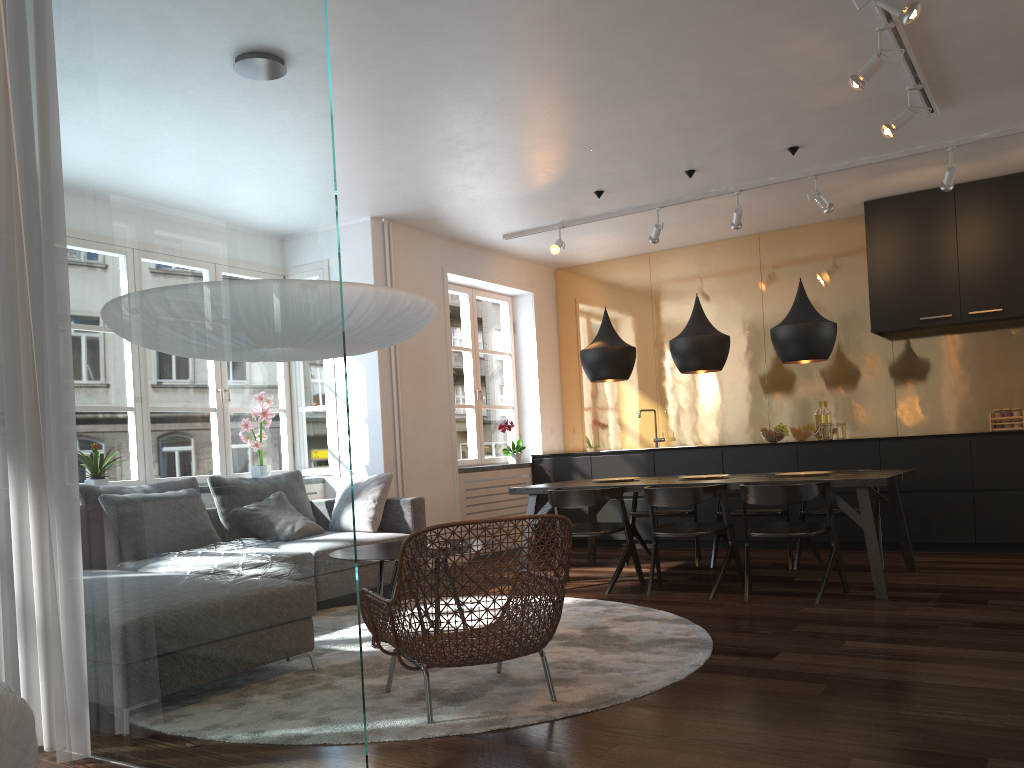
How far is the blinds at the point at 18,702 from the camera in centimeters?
152cm

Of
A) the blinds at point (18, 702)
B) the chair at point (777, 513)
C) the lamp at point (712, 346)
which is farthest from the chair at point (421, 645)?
the chair at point (777, 513)

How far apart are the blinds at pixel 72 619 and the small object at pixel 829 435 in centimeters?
616cm

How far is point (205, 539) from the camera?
2.59m

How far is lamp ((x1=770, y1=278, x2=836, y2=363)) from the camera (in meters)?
5.53

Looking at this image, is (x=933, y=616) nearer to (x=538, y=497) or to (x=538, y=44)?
(x=538, y=44)

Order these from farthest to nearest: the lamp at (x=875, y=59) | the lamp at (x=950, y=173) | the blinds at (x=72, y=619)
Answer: the lamp at (x=950, y=173) < the lamp at (x=875, y=59) < the blinds at (x=72, y=619)

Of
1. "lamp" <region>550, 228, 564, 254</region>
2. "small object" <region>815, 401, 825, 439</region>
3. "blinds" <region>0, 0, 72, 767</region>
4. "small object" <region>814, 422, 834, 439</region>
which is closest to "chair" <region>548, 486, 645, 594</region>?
"lamp" <region>550, 228, 564, 254</region>

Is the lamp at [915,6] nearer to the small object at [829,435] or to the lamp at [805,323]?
the lamp at [805,323]

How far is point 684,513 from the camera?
6.6m
